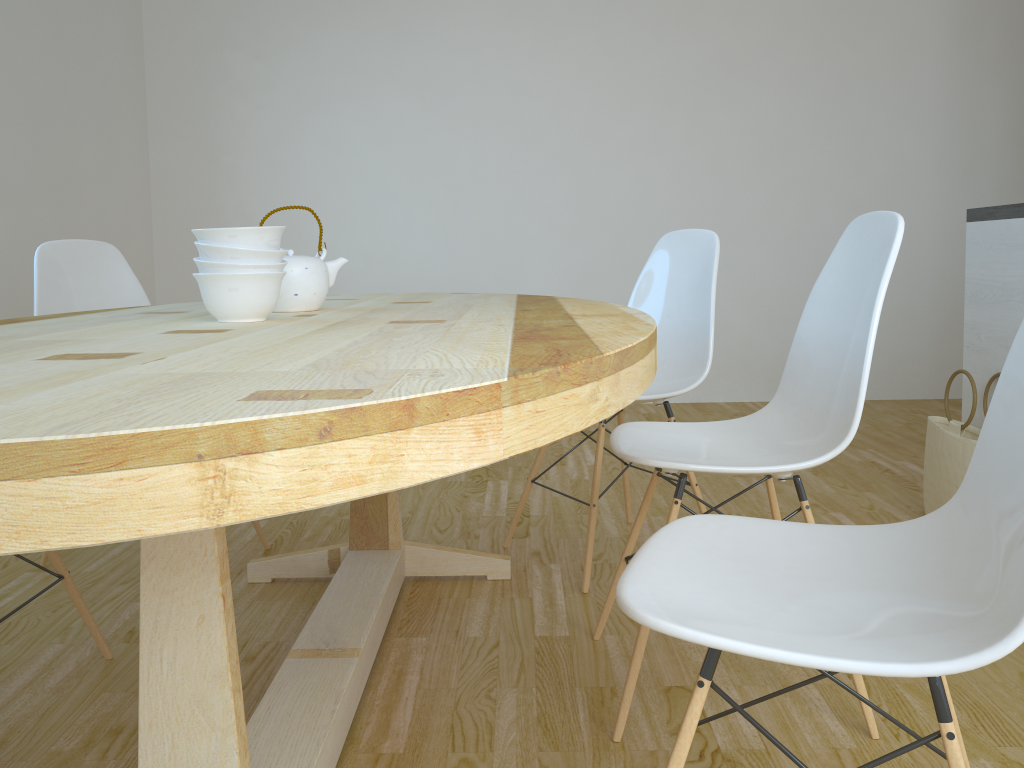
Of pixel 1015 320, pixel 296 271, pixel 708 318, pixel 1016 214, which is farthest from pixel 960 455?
pixel 296 271

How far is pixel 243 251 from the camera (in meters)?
1.40

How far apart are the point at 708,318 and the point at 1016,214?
0.88m

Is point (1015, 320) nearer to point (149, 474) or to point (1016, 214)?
point (1016, 214)

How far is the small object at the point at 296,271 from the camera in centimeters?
170cm

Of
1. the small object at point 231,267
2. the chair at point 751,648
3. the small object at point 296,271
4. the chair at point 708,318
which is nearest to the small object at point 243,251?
the small object at point 231,267

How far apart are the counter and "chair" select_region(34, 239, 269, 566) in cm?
227

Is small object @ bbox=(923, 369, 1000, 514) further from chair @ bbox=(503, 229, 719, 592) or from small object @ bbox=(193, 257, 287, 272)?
small object @ bbox=(193, 257, 287, 272)

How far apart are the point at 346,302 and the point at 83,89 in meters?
2.8

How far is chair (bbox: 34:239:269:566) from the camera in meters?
2.4
